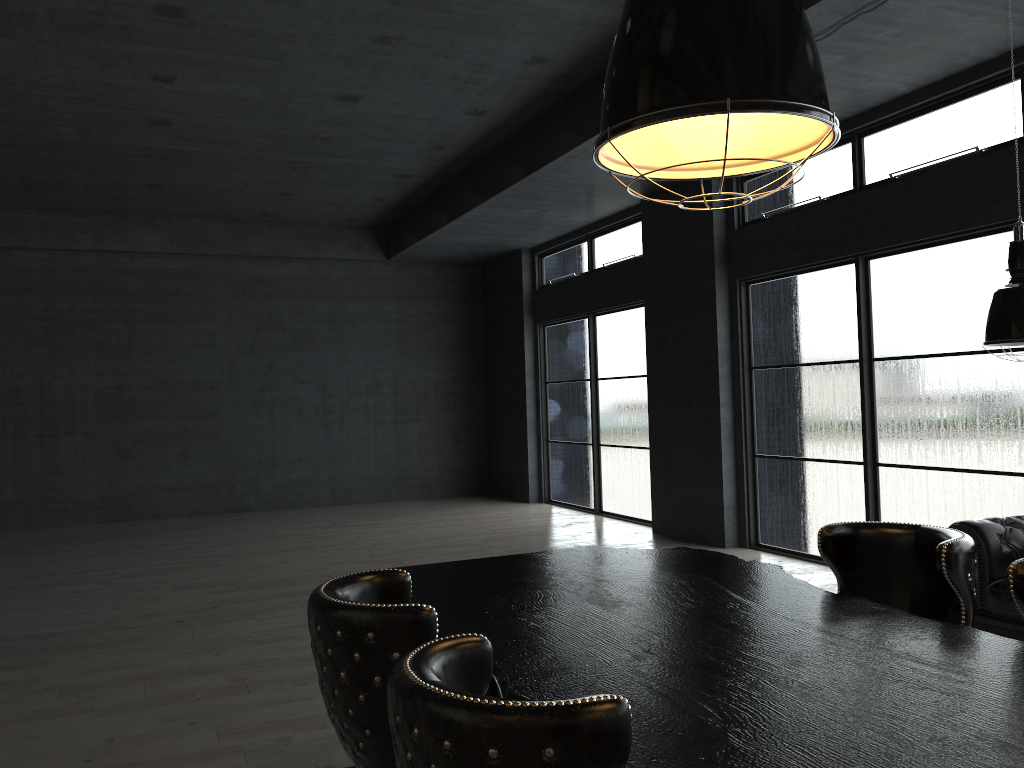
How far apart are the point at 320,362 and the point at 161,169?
4.21m

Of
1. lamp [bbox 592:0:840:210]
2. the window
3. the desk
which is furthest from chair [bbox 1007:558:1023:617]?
the window

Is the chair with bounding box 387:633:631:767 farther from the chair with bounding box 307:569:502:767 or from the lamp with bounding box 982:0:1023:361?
the lamp with bounding box 982:0:1023:361

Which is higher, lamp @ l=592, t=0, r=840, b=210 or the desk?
lamp @ l=592, t=0, r=840, b=210

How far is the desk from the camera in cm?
157

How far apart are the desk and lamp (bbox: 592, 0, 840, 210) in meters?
1.1

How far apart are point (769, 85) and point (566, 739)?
1.5 meters

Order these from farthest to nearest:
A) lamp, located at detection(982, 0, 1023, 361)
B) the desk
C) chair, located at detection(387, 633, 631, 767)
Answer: lamp, located at detection(982, 0, 1023, 361), the desk, chair, located at detection(387, 633, 631, 767)

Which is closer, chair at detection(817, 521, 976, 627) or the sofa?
chair at detection(817, 521, 976, 627)

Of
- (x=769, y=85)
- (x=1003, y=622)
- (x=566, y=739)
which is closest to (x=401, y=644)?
(x=566, y=739)
